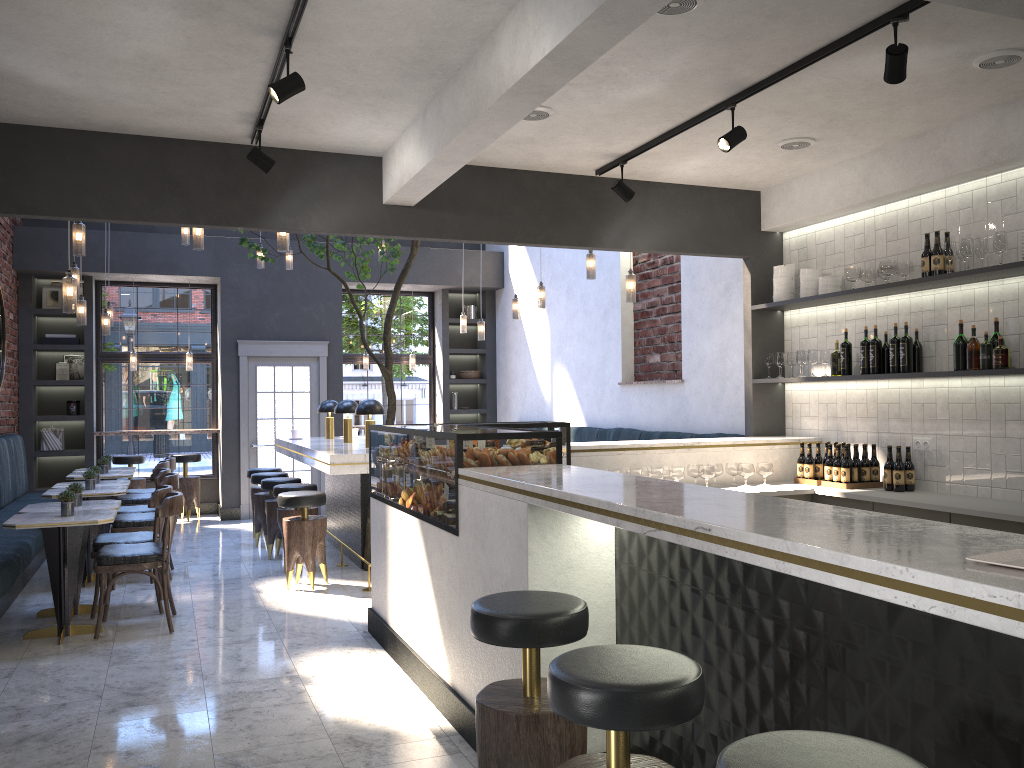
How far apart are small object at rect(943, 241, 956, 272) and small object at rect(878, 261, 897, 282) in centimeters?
42cm

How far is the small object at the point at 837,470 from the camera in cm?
574

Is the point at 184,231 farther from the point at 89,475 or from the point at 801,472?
the point at 801,472

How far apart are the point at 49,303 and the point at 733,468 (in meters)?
8.82

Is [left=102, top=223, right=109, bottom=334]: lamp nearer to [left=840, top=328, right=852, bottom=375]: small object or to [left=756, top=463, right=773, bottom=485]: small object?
[left=756, top=463, right=773, bottom=485]: small object

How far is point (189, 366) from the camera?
11.3 meters

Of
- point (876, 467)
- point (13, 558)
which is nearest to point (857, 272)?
point (876, 467)

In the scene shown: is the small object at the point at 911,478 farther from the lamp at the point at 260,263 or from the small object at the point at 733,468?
the lamp at the point at 260,263

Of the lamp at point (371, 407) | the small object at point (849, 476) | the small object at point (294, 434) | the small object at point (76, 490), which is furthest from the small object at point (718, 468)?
the small object at point (294, 434)

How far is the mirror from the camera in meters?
9.3
